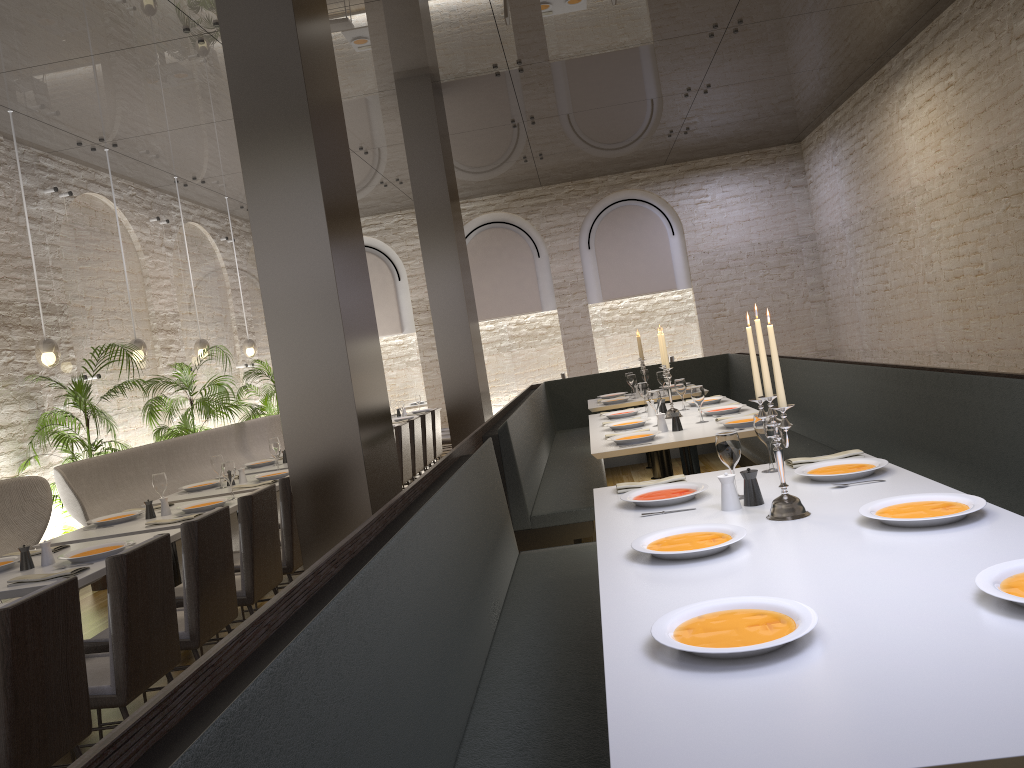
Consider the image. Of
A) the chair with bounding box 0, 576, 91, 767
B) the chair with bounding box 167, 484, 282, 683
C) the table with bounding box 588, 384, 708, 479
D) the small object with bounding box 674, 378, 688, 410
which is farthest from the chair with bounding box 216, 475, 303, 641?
the table with bounding box 588, 384, 708, 479

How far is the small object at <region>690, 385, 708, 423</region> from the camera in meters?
5.5

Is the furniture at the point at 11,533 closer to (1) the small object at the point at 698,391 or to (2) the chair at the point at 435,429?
(1) the small object at the point at 698,391

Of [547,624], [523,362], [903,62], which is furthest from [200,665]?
[523,362]

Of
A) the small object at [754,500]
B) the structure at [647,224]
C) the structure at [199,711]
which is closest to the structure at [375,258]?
the structure at [647,224]

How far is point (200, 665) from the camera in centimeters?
137cm

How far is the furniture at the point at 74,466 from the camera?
6.2m

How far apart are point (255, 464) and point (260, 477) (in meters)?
1.27

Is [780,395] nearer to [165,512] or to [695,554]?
[695,554]

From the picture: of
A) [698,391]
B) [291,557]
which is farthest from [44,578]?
[698,391]
